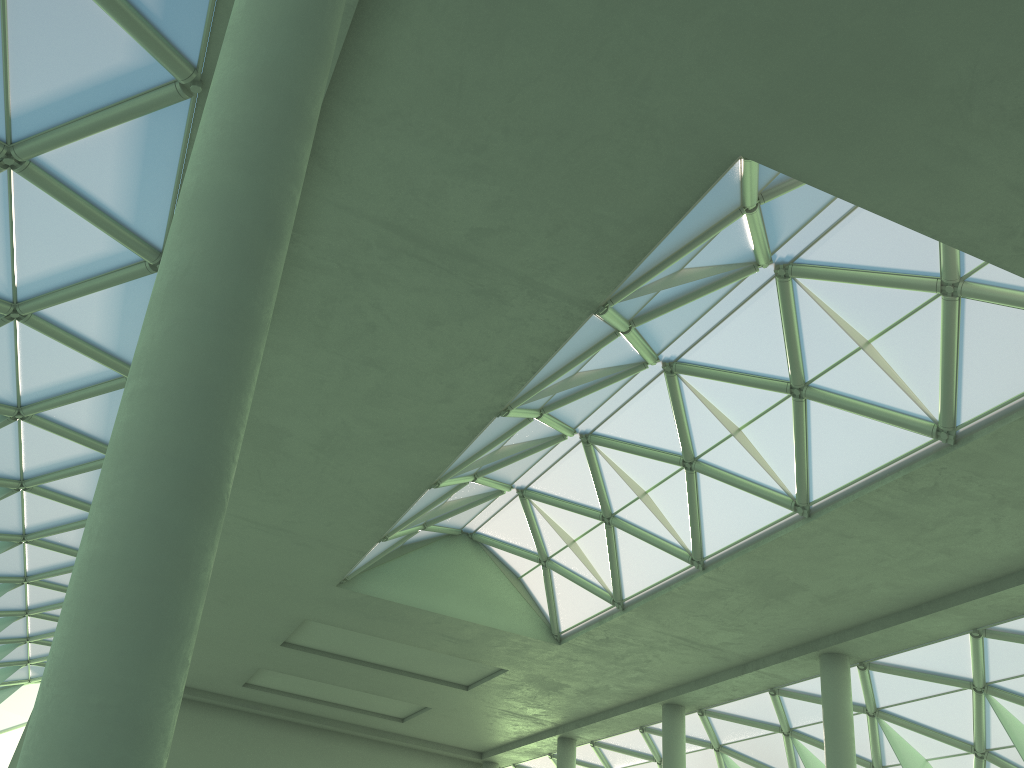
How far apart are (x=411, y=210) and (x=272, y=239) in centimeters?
Answer: 980cm
